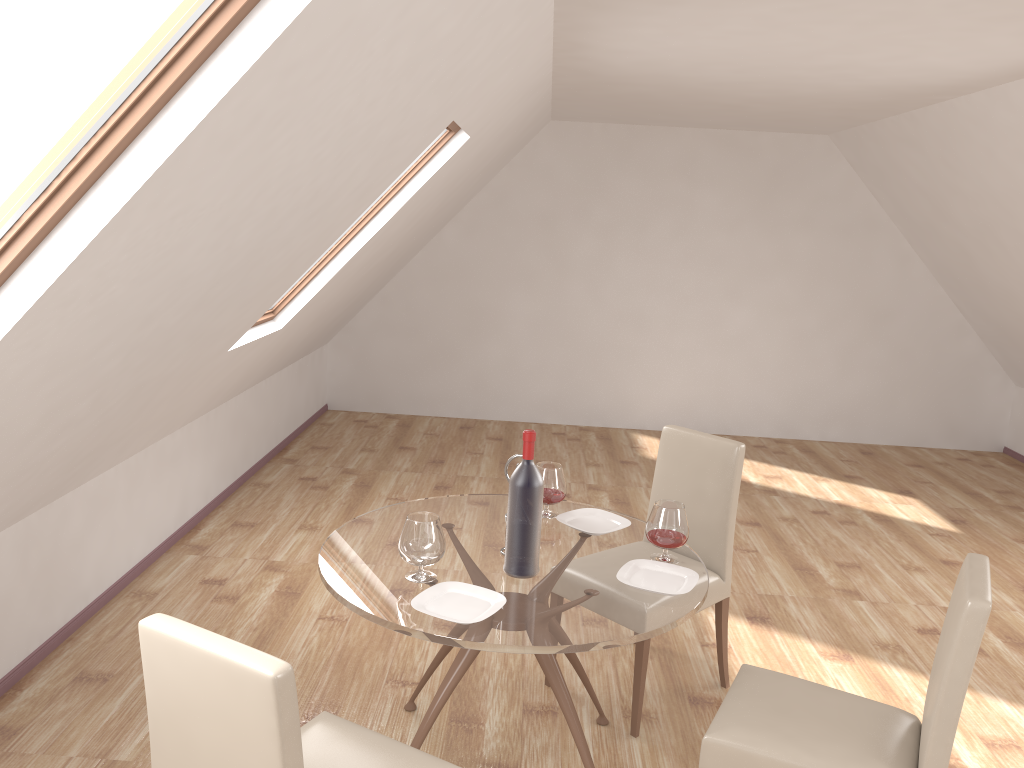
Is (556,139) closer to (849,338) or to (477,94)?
(849,338)

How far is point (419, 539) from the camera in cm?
248

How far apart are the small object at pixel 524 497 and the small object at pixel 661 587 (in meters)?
0.24

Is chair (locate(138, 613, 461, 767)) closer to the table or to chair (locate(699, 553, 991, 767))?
the table

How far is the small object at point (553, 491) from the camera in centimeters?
308cm

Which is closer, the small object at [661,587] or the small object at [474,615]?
the small object at [474,615]

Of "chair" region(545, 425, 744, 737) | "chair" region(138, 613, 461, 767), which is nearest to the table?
"chair" region(545, 425, 744, 737)

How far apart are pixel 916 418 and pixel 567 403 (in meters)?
3.05

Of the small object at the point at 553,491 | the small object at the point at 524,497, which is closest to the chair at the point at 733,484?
the small object at the point at 553,491

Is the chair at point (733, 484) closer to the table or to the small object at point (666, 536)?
the table
